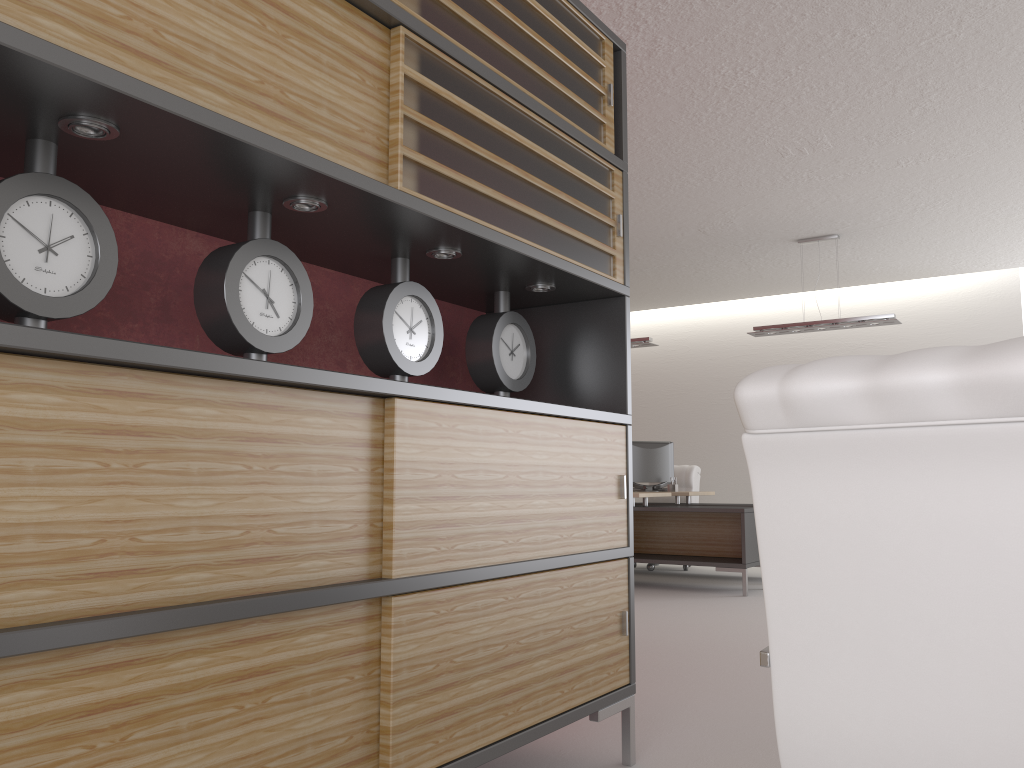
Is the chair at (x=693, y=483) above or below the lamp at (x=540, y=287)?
below

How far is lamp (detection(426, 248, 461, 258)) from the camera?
3.62m

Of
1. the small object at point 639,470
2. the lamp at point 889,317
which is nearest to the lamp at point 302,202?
the lamp at point 889,317

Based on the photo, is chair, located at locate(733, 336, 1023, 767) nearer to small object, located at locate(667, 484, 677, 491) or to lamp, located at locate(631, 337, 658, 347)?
lamp, located at locate(631, 337, 658, 347)

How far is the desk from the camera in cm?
1080

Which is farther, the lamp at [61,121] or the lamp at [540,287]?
the lamp at [540,287]

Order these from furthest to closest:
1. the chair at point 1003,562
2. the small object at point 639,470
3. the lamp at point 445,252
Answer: the small object at point 639,470 < the lamp at point 445,252 < the chair at point 1003,562

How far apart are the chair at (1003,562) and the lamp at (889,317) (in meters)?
9.81

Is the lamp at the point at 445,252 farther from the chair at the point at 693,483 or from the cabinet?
the chair at the point at 693,483

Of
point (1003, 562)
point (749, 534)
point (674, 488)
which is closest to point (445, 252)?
point (1003, 562)
